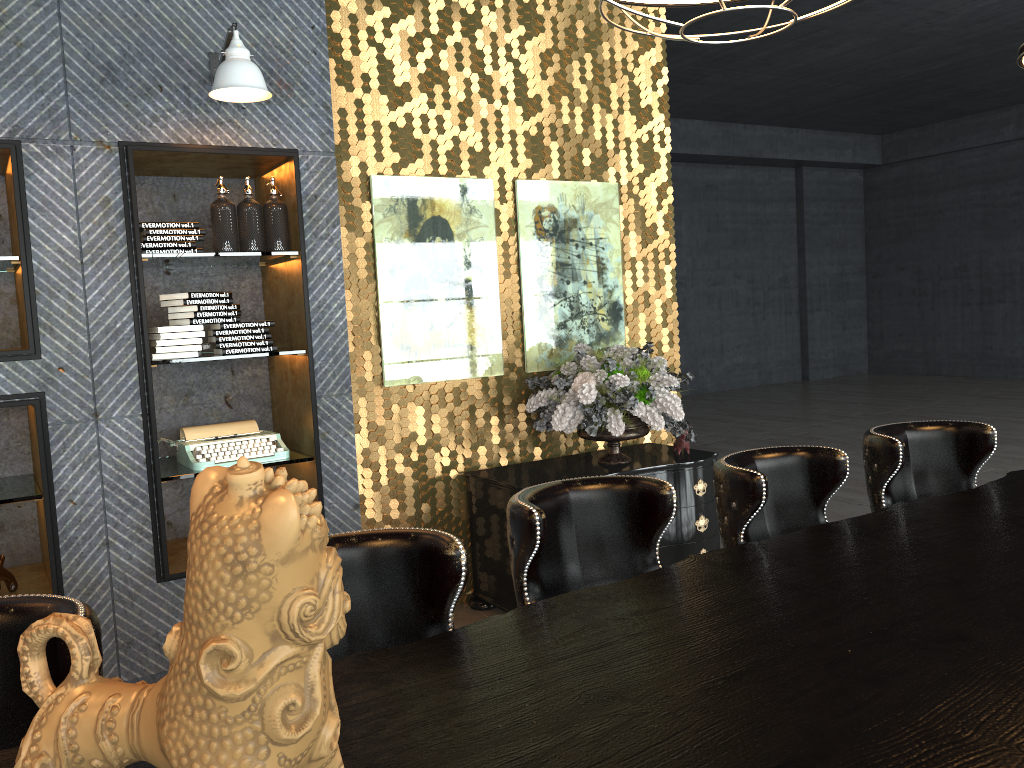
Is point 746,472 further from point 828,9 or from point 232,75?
point 232,75

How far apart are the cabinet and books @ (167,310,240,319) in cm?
152

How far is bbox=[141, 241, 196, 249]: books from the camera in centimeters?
374cm

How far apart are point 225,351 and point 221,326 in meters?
0.1

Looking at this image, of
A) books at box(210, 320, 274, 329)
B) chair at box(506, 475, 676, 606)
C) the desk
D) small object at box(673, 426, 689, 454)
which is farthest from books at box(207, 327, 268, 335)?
the desk

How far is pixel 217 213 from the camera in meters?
3.9 m

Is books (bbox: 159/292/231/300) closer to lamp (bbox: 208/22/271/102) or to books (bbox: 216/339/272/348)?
books (bbox: 216/339/272/348)

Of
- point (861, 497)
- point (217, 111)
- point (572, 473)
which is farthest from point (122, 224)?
point (861, 497)

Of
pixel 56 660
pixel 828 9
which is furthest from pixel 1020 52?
pixel 56 660

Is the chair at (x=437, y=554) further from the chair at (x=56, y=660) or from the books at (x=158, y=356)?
the books at (x=158, y=356)
